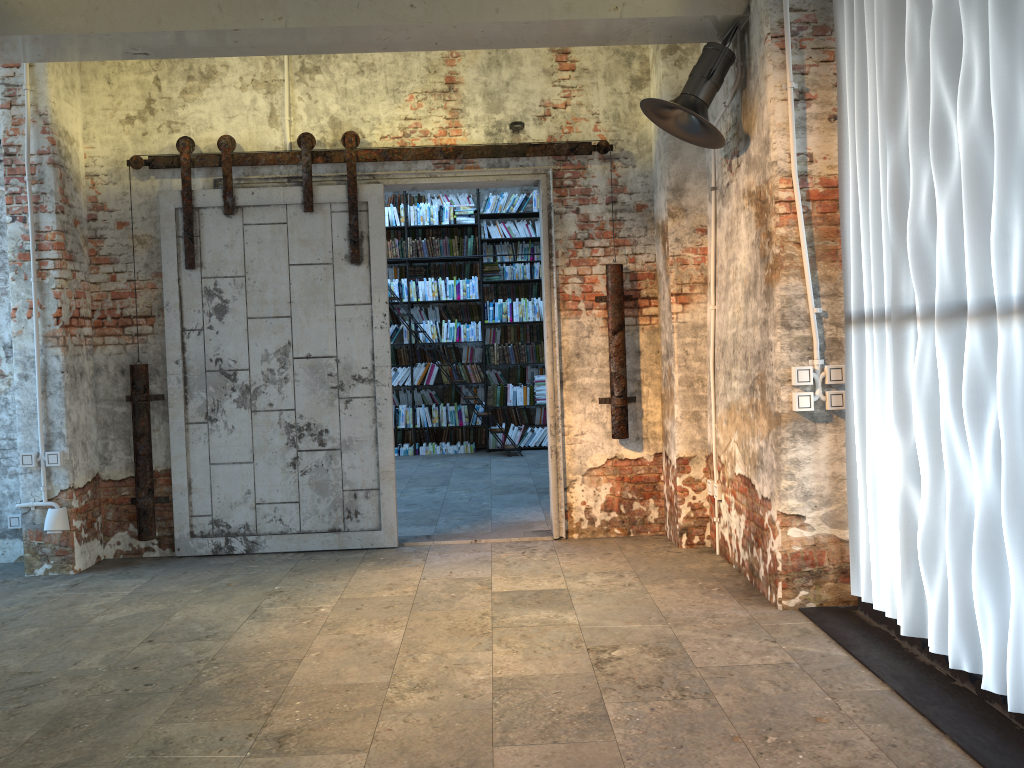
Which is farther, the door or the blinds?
the door

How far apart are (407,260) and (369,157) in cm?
494

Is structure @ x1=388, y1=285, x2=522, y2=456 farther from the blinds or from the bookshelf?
the blinds

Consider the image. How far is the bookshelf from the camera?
10.6 meters

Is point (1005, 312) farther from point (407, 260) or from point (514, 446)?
point (407, 260)

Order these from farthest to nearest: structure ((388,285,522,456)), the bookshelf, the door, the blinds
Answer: the bookshelf < structure ((388,285,522,456)) < the door < the blinds

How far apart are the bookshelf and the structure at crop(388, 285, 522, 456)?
2.1m

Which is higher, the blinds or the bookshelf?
the bookshelf

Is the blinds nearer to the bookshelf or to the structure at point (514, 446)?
the structure at point (514, 446)

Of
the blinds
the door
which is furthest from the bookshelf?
the blinds
